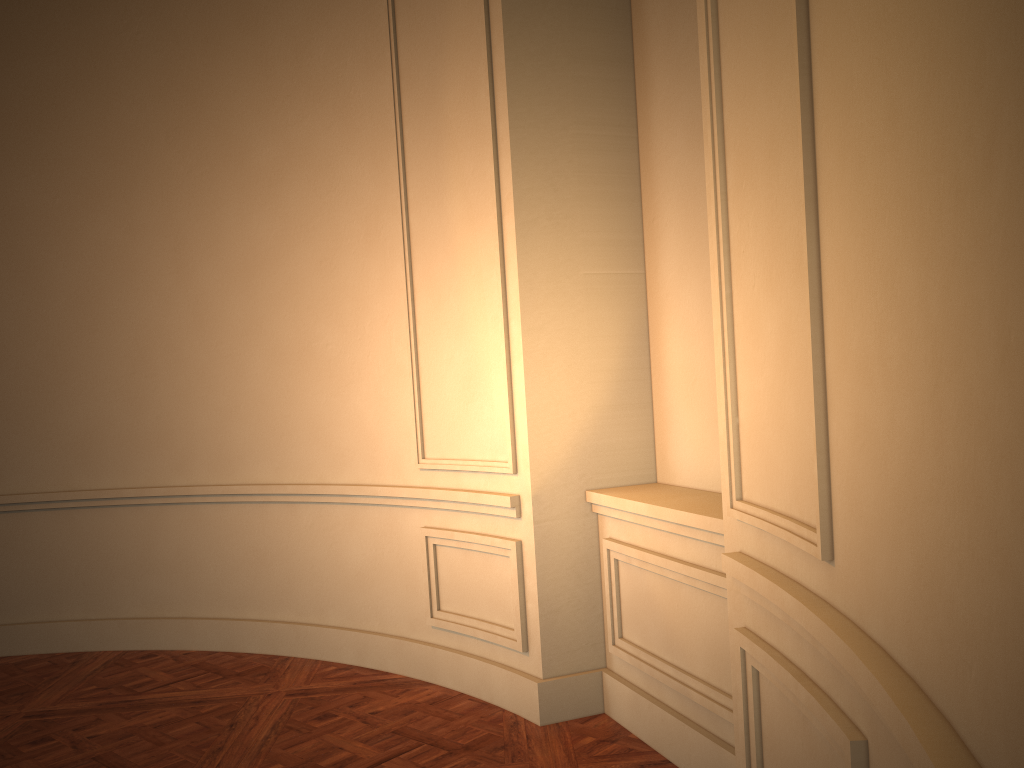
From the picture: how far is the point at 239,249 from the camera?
4.5 meters

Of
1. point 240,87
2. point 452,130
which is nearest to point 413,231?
point 452,130
